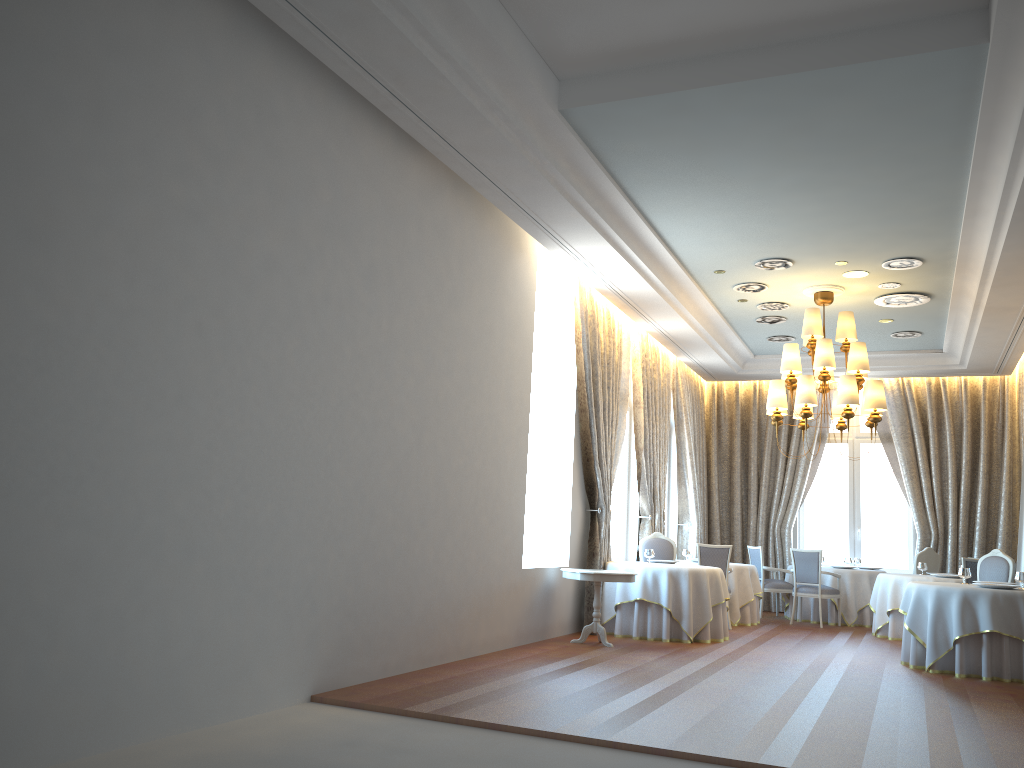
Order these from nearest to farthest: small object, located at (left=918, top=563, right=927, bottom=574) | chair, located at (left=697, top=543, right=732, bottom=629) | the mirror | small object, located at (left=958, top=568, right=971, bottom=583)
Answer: small object, located at (left=958, top=568, right=971, bottom=583) < the mirror < chair, located at (left=697, top=543, right=732, bottom=629) < small object, located at (left=918, top=563, right=927, bottom=574)

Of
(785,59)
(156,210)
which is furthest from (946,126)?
(156,210)

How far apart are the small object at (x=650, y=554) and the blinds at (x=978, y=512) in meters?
6.0

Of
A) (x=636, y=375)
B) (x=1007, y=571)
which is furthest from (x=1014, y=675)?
(x=636, y=375)

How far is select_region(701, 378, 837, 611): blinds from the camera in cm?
1540

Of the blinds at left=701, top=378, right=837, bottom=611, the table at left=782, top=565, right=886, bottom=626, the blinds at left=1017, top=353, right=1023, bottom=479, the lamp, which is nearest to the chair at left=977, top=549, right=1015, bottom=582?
the lamp

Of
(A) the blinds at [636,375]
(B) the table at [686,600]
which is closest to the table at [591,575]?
(B) the table at [686,600]

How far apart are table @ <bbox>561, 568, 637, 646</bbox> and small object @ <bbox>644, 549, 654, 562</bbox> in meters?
1.7

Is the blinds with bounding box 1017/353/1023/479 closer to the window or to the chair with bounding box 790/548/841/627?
the window

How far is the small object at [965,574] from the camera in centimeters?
932cm
